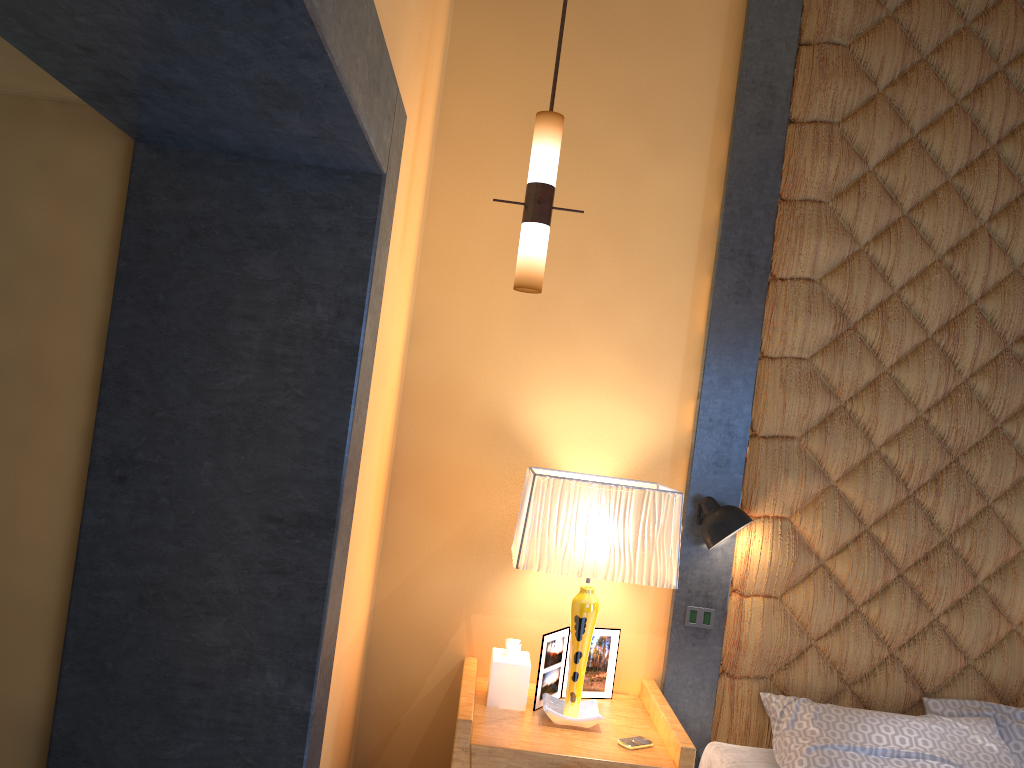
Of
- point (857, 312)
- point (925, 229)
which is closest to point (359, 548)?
point (857, 312)

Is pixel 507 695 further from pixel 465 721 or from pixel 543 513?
pixel 543 513

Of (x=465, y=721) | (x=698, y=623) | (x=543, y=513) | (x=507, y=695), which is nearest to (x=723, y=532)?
(x=698, y=623)

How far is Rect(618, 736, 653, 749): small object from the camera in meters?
2.7 m

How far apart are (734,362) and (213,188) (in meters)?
1.98

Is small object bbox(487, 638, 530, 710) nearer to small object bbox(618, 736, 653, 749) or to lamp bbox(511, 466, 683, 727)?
lamp bbox(511, 466, 683, 727)

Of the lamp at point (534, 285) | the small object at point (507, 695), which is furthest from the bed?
the lamp at point (534, 285)

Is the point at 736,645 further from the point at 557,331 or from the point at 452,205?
the point at 452,205

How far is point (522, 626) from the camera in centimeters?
327cm

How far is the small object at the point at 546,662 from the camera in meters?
3.0
